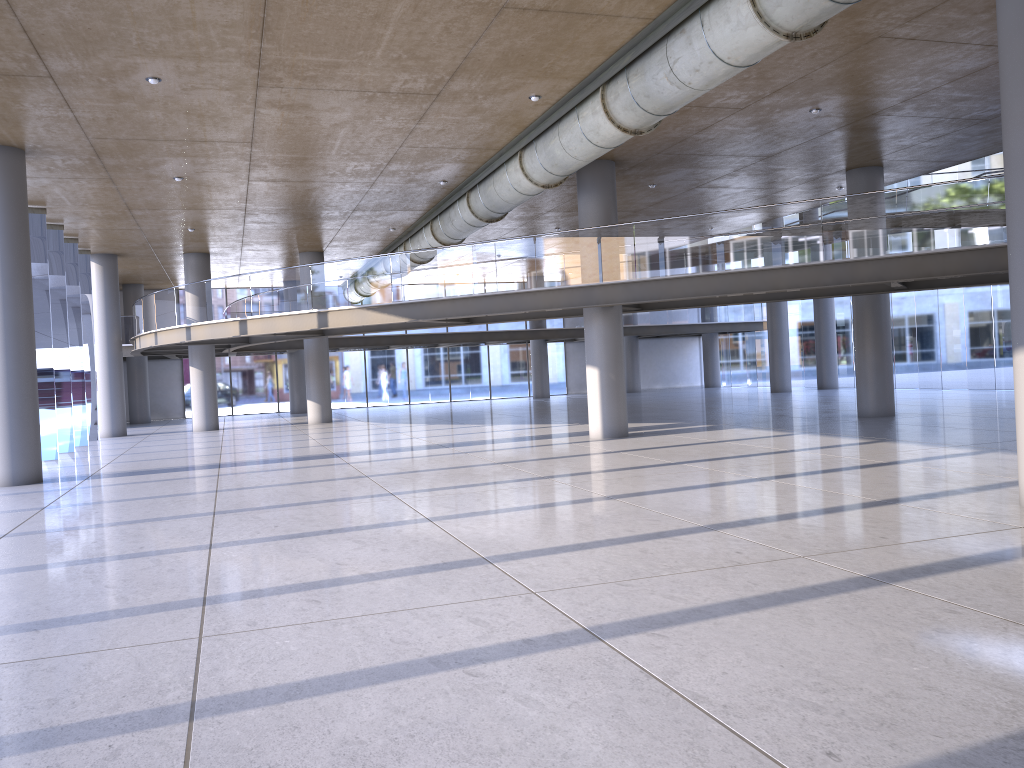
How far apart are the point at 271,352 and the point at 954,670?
37.4 meters
